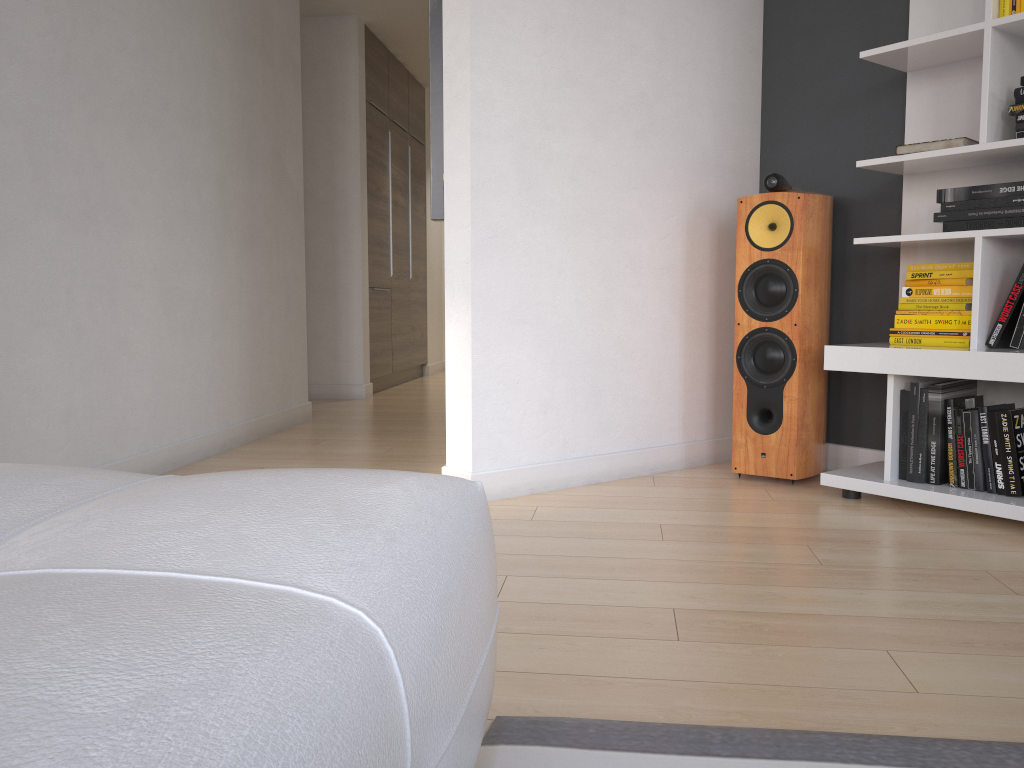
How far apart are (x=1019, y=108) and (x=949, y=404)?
0.9m

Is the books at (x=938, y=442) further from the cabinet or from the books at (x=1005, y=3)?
the cabinet

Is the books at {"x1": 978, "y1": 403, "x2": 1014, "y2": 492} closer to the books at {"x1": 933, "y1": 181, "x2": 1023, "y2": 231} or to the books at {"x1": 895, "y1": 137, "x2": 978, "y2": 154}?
the books at {"x1": 933, "y1": 181, "x2": 1023, "y2": 231}

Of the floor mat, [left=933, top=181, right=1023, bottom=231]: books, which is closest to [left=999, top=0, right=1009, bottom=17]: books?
[left=933, top=181, right=1023, bottom=231]: books

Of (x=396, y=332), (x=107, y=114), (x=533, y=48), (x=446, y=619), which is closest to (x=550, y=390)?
(x=533, y=48)

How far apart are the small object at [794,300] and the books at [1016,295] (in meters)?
0.57

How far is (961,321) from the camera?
2.74m

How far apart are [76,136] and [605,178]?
1.74m

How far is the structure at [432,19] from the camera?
2.9 meters

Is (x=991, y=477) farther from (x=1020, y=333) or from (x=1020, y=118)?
(x=1020, y=118)
